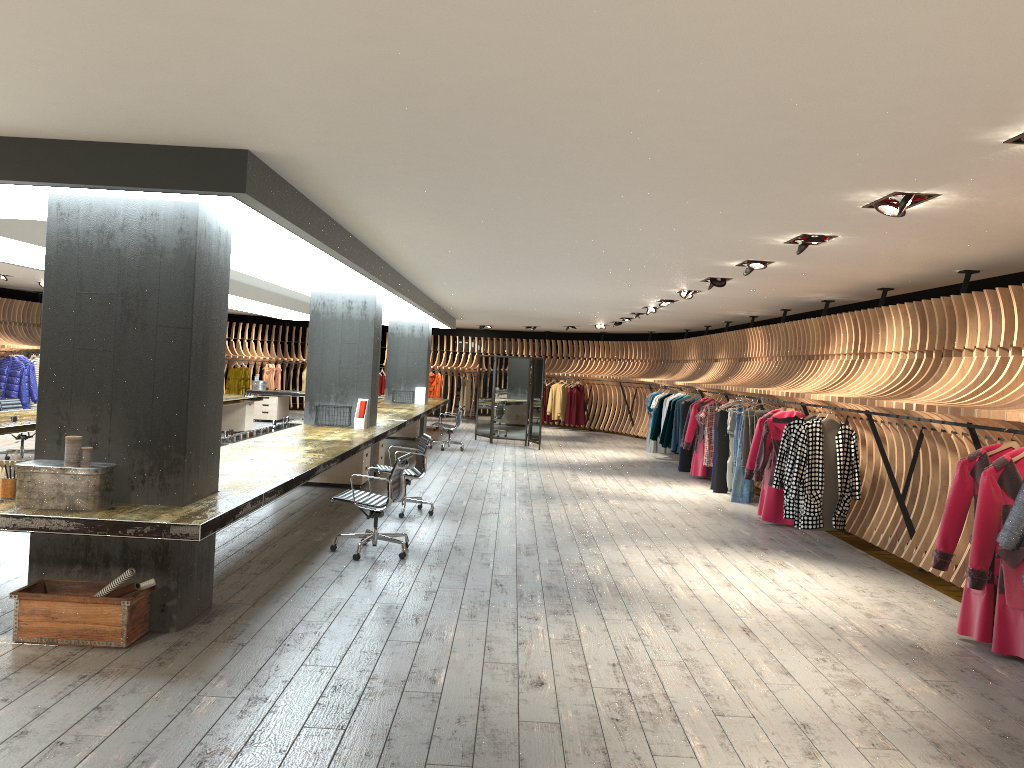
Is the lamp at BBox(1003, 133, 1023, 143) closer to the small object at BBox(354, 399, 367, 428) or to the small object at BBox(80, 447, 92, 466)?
the small object at BBox(80, 447, 92, 466)

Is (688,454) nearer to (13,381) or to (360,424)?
(360,424)

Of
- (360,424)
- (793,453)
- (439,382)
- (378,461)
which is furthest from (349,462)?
(439,382)

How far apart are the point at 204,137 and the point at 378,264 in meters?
4.9 m

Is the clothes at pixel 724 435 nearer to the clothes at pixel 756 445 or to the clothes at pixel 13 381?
the clothes at pixel 756 445

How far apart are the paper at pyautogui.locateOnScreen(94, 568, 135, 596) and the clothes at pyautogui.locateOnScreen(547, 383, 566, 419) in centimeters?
2004cm

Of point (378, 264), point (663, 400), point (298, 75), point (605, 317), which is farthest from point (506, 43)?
point (605, 317)

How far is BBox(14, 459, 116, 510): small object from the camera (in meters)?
4.91

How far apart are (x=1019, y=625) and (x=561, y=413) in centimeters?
1889cm

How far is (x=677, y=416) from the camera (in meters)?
15.99
